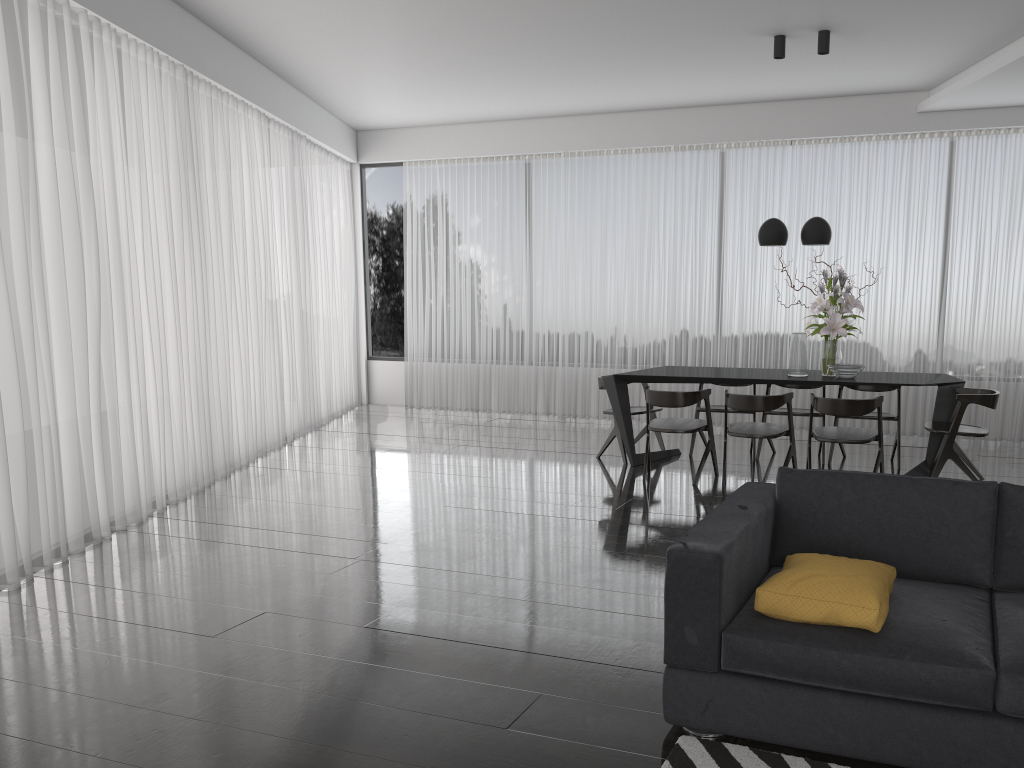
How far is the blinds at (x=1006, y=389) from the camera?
7.8m

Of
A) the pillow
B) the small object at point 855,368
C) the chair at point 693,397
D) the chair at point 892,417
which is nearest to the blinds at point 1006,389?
the chair at point 892,417

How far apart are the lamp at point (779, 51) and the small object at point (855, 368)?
1.0 meters

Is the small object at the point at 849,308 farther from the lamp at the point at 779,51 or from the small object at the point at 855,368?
the lamp at the point at 779,51

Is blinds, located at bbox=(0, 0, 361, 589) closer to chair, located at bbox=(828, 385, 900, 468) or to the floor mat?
the floor mat

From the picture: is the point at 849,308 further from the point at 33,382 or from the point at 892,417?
the point at 33,382

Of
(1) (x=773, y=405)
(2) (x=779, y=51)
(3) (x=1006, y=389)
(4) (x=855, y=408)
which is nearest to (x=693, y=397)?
(1) (x=773, y=405)

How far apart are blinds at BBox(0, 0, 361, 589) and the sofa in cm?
328

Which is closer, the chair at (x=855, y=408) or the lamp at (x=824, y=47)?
the chair at (x=855, y=408)

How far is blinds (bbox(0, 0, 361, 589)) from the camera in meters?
4.5 m
